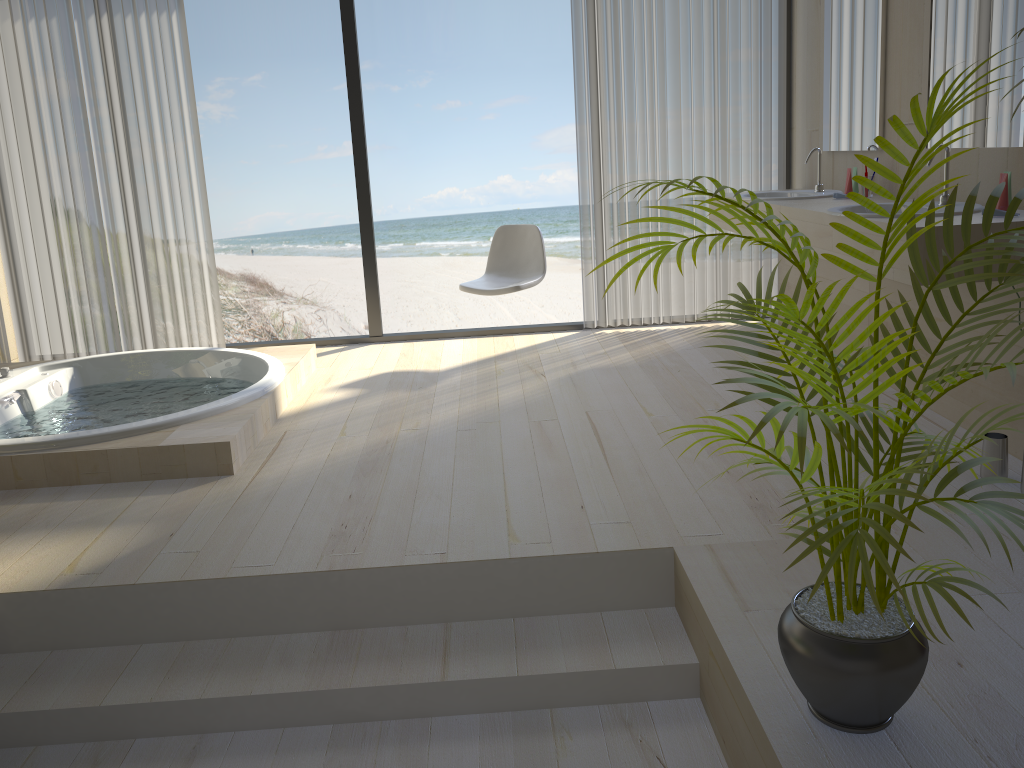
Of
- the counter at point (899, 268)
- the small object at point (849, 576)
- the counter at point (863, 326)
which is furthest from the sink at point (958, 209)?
the small object at point (849, 576)

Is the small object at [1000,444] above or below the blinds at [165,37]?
below

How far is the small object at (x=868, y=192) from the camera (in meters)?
3.89

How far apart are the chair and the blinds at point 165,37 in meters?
1.5

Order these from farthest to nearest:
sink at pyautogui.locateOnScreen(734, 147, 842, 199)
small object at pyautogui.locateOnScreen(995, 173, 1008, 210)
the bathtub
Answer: sink at pyautogui.locateOnScreen(734, 147, 842, 199), the bathtub, small object at pyautogui.locateOnScreen(995, 173, 1008, 210)

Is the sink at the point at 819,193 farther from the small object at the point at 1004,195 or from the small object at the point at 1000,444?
the small object at the point at 1000,444

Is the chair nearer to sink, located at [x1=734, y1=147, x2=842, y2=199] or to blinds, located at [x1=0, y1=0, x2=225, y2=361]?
sink, located at [x1=734, y1=147, x2=842, y2=199]

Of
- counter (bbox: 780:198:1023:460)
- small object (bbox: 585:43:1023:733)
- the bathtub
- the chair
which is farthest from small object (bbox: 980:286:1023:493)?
the bathtub

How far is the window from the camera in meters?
4.9

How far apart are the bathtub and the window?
0.6 meters
